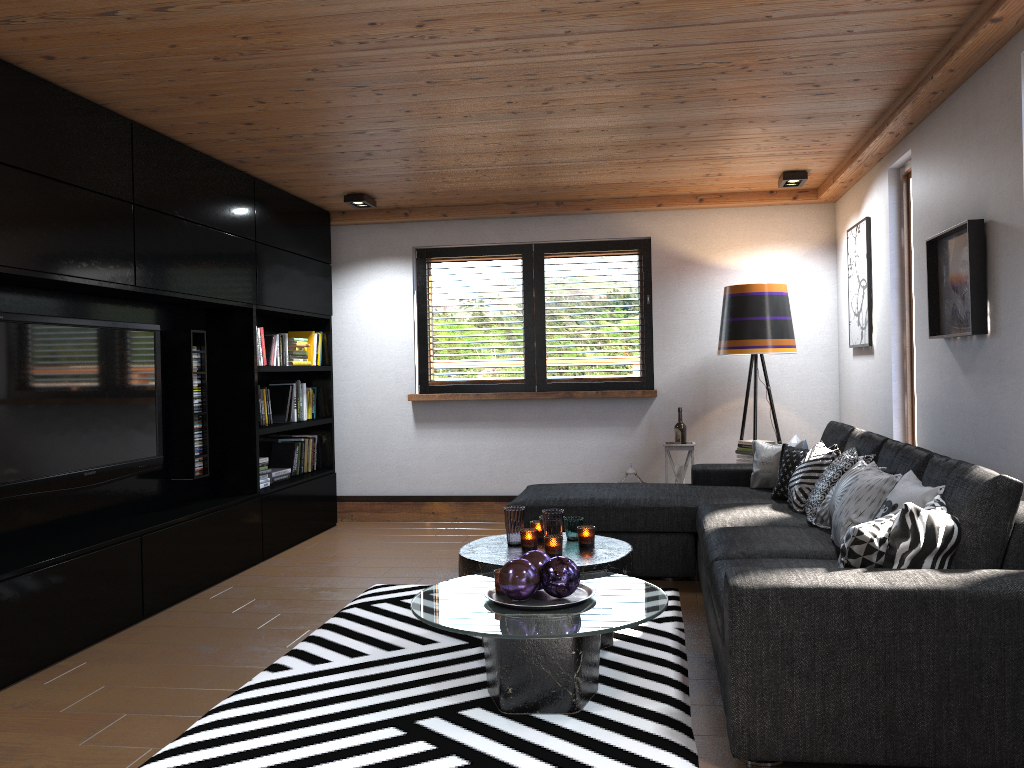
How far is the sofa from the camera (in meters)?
2.40

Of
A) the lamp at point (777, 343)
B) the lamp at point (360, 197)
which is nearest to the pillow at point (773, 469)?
the lamp at point (777, 343)

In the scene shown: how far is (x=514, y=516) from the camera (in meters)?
3.86

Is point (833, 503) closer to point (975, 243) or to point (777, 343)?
point (975, 243)

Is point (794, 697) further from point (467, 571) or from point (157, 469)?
point (157, 469)

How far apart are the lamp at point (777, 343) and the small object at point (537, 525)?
2.39m

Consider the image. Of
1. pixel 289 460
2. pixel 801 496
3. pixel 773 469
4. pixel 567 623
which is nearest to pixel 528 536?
pixel 567 623

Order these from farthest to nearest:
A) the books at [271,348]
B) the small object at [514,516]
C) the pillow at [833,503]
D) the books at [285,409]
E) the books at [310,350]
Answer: the books at [310,350], the books at [285,409], the books at [271,348], the small object at [514,516], the pillow at [833,503]

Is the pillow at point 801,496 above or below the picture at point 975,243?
below

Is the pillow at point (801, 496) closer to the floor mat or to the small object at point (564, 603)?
the floor mat
